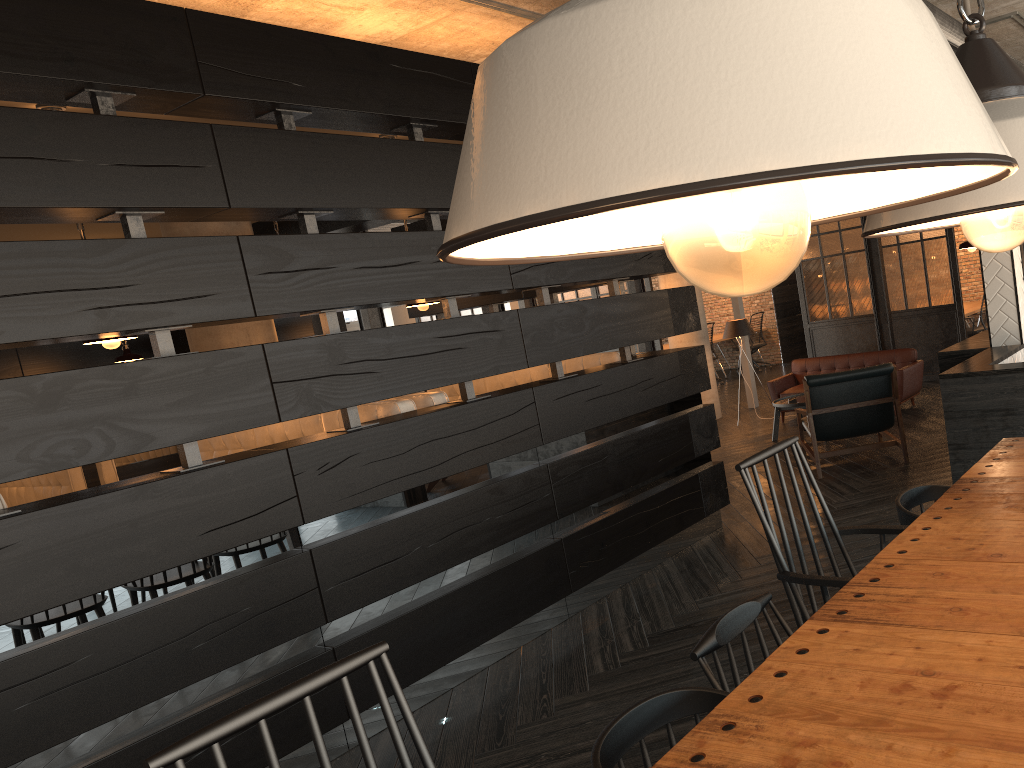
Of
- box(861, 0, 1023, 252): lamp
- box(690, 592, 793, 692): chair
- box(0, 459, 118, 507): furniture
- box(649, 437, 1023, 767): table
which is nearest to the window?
box(0, 459, 118, 507): furniture

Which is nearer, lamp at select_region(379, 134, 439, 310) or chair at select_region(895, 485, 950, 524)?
chair at select_region(895, 485, 950, 524)

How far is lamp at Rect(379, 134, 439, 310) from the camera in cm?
527

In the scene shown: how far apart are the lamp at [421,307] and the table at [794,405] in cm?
375

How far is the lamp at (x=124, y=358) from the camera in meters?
7.8 m

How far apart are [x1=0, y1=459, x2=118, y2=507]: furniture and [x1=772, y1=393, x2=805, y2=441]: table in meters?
5.5 m

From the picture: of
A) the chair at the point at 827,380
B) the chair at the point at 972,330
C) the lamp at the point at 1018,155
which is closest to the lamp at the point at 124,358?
the chair at the point at 827,380

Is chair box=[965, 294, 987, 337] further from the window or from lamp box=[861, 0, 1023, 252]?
the window

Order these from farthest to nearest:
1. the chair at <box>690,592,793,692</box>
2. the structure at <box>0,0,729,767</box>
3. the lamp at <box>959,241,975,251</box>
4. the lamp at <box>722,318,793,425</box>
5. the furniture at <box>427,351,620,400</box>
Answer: the lamp at <box>722,318,793,425</box> < the lamp at <box>959,241,975,251</box> < the furniture at <box>427,351,620,400</box> < the structure at <box>0,0,729,767</box> < the chair at <box>690,592,793,692</box>

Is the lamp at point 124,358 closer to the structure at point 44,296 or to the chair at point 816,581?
the structure at point 44,296
